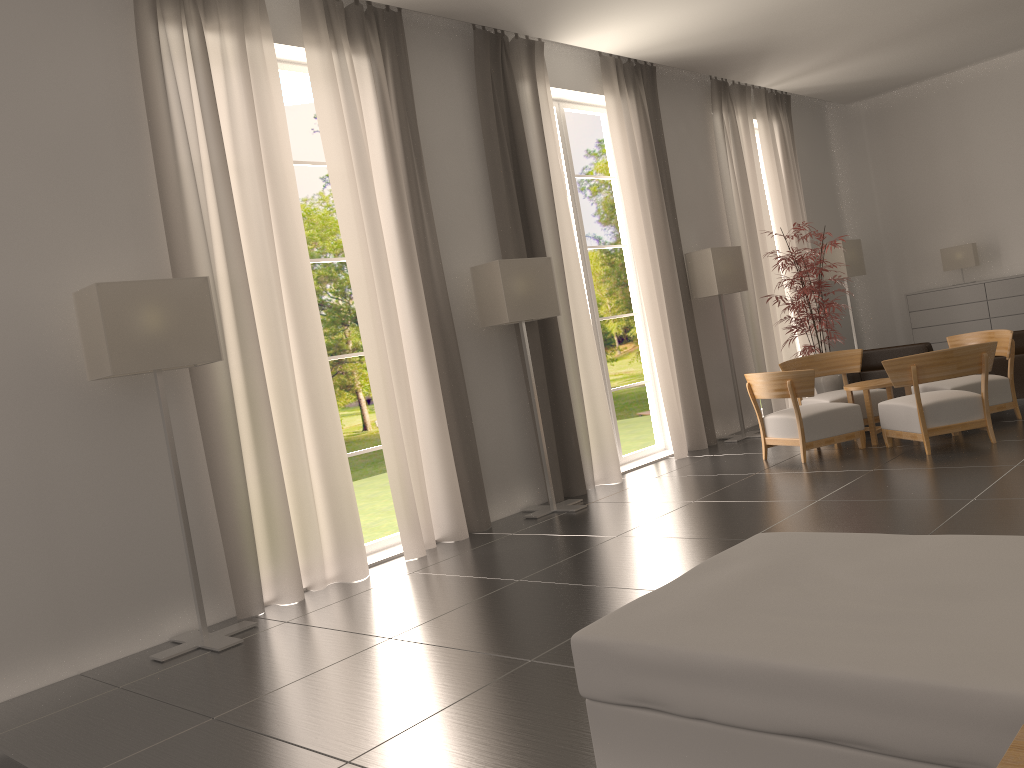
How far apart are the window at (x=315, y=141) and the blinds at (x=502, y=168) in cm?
3131

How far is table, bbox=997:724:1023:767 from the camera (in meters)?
2.20

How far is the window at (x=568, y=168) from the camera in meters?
13.6

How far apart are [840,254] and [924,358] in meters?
8.1

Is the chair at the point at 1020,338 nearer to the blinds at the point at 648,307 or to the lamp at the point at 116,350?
the blinds at the point at 648,307

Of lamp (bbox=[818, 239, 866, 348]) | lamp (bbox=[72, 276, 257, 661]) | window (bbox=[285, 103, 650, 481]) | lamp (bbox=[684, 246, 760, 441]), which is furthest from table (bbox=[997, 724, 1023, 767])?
window (bbox=[285, 103, 650, 481])

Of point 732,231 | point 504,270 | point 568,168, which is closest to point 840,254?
point 732,231

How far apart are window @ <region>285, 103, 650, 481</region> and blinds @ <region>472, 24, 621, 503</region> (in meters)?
31.31

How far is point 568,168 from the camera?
13.6m

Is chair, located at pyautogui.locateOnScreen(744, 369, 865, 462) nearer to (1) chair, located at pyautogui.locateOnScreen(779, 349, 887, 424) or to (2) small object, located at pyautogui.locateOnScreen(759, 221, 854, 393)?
(1) chair, located at pyautogui.locateOnScreen(779, 349, 887, 424)
